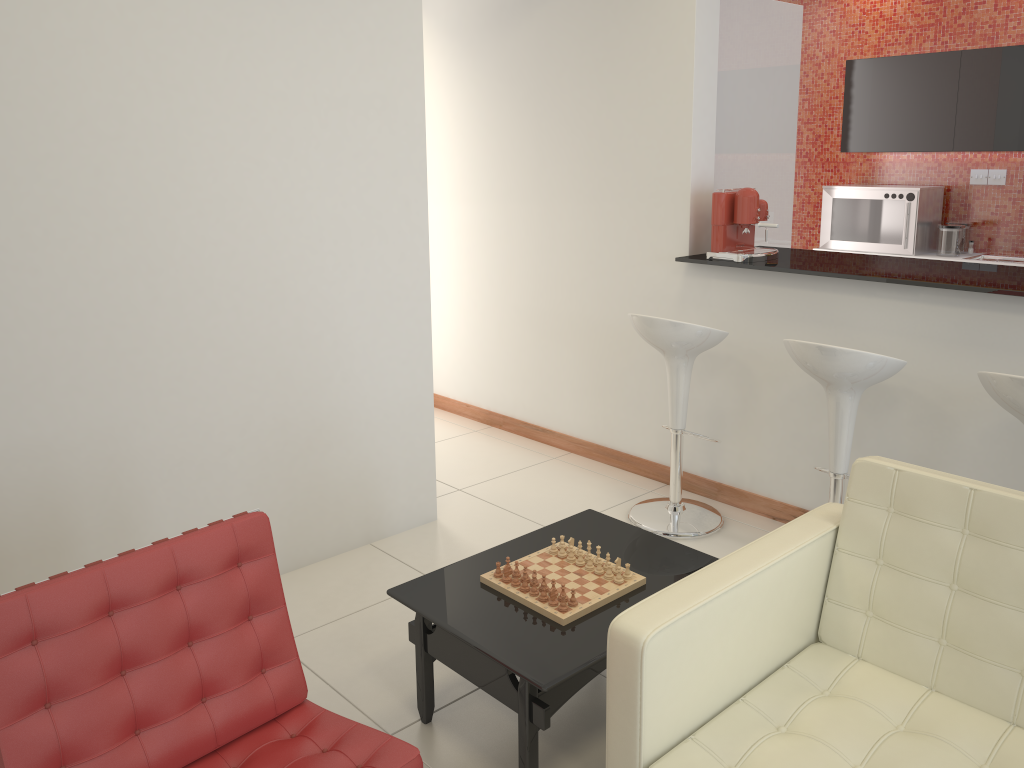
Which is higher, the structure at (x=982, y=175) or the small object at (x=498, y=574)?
the structure at (x=982, y=175)

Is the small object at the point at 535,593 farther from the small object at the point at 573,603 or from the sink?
the sink

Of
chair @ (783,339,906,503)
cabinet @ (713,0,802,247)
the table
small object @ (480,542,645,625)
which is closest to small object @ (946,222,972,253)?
cabinet @ (713,0,802,247)

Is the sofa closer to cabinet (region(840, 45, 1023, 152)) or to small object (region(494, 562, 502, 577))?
small object (region(494, 562, 502, 577))

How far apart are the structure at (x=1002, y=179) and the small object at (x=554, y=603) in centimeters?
515cm

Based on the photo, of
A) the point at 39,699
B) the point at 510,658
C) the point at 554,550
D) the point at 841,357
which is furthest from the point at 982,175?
the point at 39,699

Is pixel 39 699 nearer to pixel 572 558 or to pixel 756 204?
pixel 572 558

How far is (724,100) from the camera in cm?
459

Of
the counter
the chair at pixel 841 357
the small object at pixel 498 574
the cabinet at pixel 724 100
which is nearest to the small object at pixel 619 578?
the small object at pixel 498 574

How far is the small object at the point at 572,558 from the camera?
2.85m
